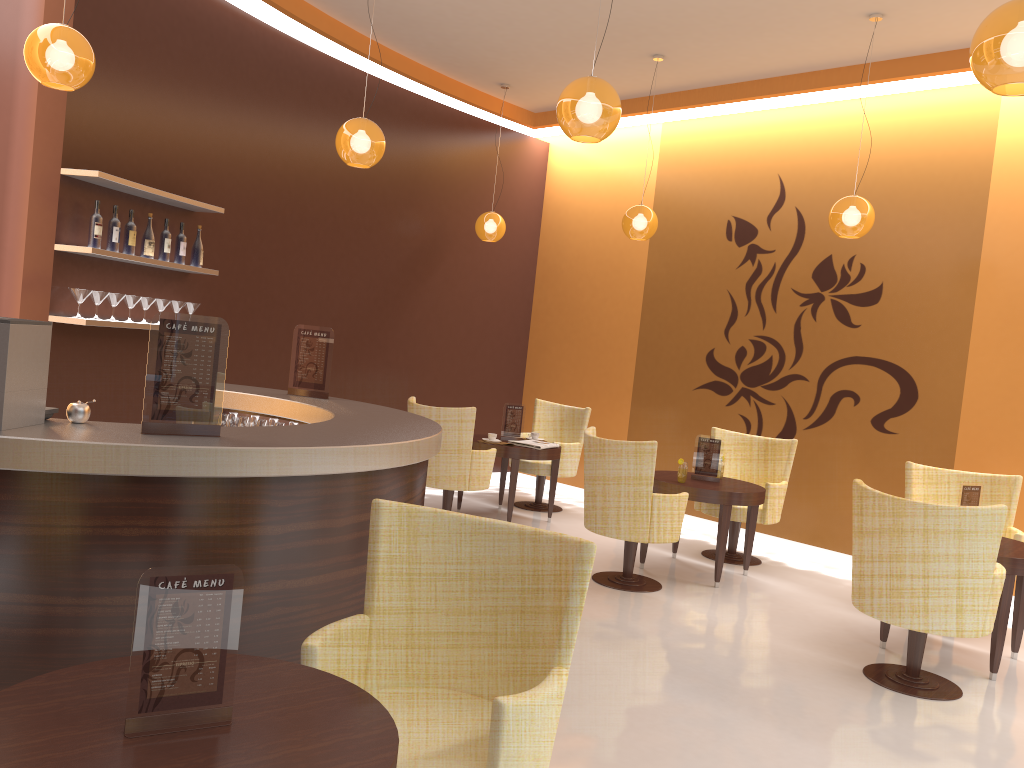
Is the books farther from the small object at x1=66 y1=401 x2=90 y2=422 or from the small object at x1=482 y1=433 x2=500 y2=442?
the small object at x1=66 y1=401 x2=90 y2=422

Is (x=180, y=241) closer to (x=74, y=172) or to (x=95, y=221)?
(x=95, y=221)

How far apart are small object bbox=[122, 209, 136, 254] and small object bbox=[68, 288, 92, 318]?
0.5 meters

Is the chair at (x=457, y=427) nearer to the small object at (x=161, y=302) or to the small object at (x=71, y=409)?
the small object at (x=161, y=302)

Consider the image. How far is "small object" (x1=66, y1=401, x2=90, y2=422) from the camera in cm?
303

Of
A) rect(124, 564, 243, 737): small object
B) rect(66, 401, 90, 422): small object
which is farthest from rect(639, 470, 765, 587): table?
rect(124, 564, 243, 737): small object

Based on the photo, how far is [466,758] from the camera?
2.3 meters

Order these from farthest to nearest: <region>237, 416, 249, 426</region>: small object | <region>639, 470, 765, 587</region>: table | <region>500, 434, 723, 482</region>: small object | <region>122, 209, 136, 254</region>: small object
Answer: <region>500, 434, 723, 482</region>: small object
<region>639, 470, 765, 587</region>: table
<region>122, 209, 136, 254</region>: small object
<region>237, 416, 249, 426</region>: small object

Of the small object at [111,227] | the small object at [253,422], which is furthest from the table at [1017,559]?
the small object at [111,227]

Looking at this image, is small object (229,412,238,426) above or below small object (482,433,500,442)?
above
